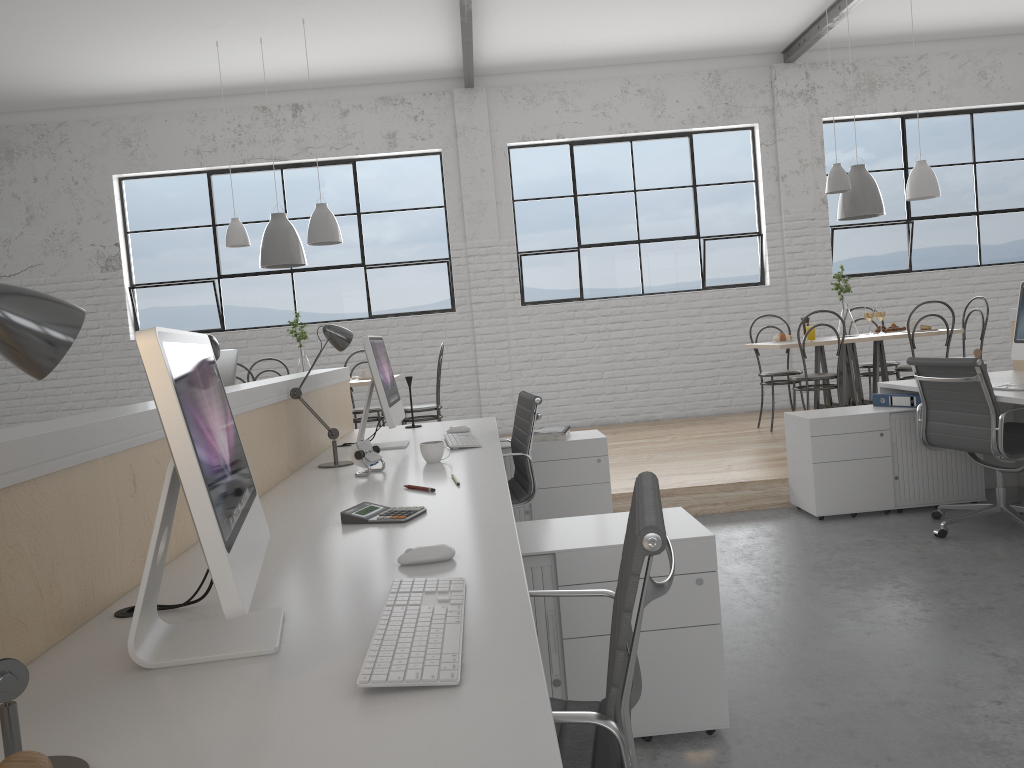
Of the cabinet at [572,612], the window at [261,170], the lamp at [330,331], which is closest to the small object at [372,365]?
the lamp at [330,331]

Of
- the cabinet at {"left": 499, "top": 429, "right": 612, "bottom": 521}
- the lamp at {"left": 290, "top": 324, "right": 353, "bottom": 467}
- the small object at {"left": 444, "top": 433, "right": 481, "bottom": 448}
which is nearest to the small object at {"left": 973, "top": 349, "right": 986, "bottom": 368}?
the cabinet at {"left": 499, "top": 429, "right": 612, "bottom": 521}

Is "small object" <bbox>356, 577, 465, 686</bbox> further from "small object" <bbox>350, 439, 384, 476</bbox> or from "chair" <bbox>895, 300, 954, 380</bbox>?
A: "chair" <bbox>895, 300, 954, 380</bbox>

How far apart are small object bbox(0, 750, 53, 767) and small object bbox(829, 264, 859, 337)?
5.0m

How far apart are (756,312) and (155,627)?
5.8m

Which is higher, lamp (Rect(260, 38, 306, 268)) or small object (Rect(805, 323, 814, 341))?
lamp (Rect(260, 38, 306, 268))

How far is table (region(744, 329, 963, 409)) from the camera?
4.8m

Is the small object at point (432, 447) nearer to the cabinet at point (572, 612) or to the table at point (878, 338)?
the cabinet at point (572, 612)

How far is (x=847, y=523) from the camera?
3.4m

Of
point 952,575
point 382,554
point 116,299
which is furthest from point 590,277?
point 382,554
